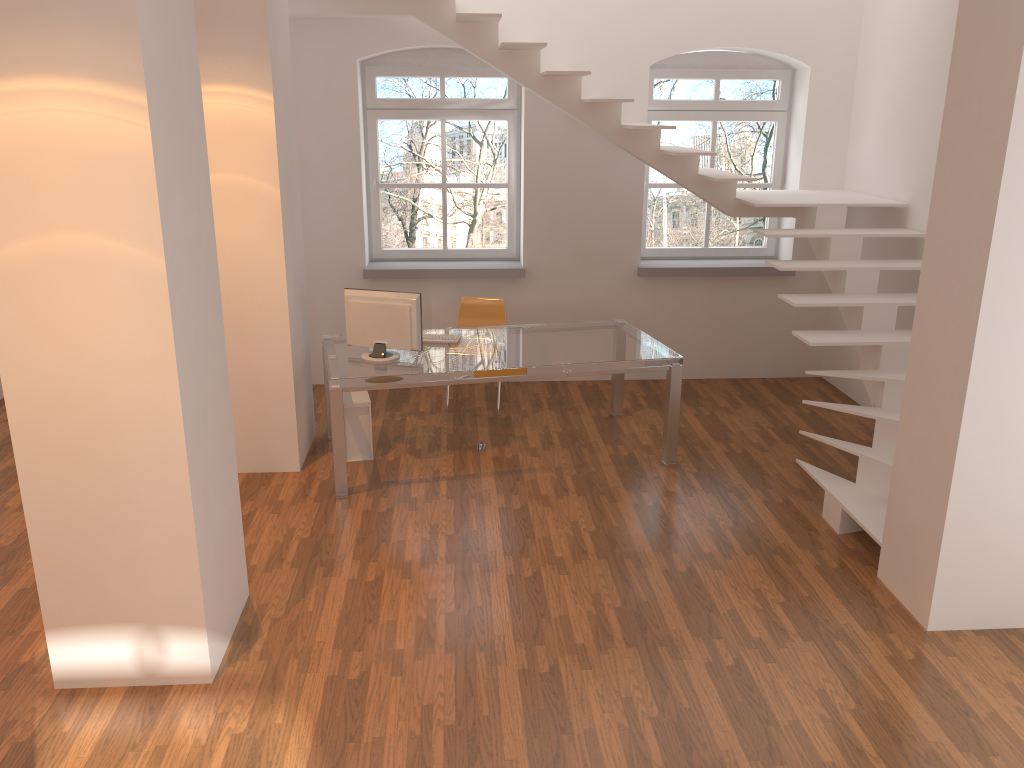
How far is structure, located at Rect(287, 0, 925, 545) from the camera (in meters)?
5.09

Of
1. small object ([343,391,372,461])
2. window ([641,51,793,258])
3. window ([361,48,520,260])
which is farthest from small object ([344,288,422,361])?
window ([641,51,793,258])

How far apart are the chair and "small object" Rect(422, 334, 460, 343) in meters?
1.0 m

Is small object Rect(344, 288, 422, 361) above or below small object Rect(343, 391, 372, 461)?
above

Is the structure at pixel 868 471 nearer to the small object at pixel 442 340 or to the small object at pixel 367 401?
the small object at pixel 442 340

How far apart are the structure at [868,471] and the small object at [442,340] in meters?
1.9 m

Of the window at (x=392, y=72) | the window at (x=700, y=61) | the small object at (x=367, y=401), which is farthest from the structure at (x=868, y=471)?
the small object at (x=367, y=401)

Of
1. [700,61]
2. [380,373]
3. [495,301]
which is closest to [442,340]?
[380,373]

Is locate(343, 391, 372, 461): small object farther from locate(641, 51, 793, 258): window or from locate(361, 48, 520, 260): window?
locate(641, 51, 793, 258): window

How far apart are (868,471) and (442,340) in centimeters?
279cm
